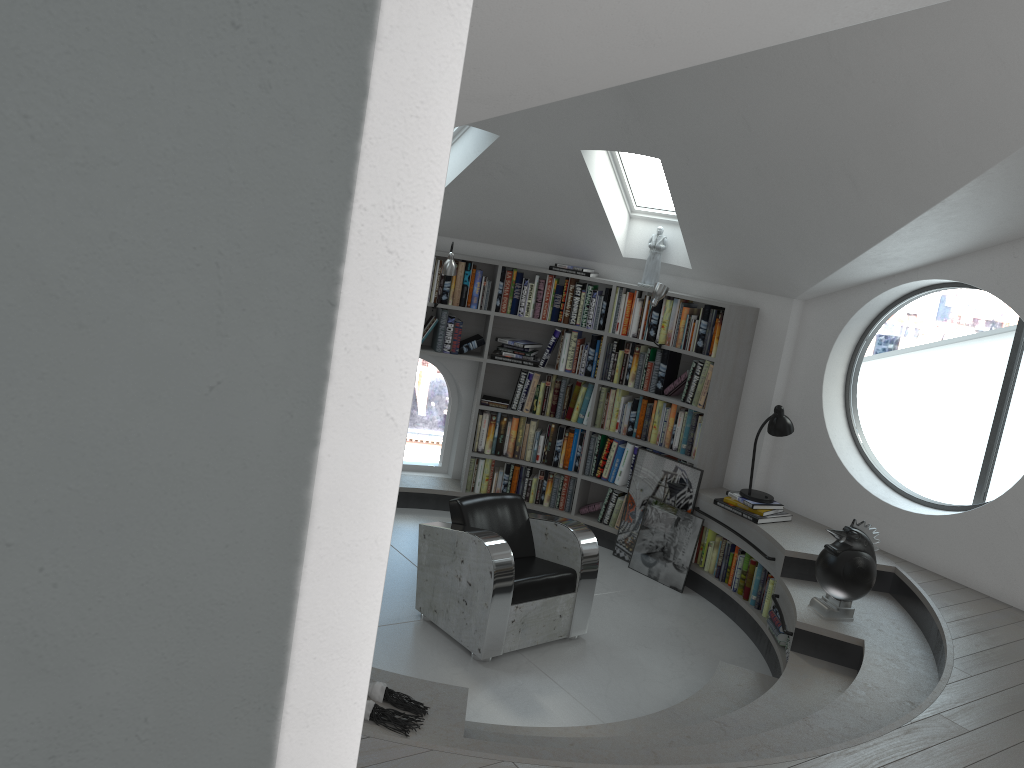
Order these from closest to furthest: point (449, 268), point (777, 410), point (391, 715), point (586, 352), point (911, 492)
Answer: point (391, 715) → point (777, 410) → point (449, 268) → point (586, 352) → point (911, 492)

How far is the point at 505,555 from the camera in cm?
482

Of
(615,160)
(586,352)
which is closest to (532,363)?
(586,352)

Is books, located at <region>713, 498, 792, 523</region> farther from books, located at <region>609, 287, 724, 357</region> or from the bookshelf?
books, located at <region>609, 287, 724, 357</region>

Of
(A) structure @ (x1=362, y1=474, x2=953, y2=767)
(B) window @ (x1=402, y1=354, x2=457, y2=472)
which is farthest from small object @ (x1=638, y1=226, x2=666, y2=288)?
(B) window @ (x1=402, y1=354, x2=457, y2=472)

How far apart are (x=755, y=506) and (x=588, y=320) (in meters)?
1.92

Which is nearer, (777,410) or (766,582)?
(766,582)

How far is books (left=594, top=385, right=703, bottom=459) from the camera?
6.5 meters

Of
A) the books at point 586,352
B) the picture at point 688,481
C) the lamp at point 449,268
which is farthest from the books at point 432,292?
the picture at point 688,481

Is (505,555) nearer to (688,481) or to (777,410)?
(688,481)
